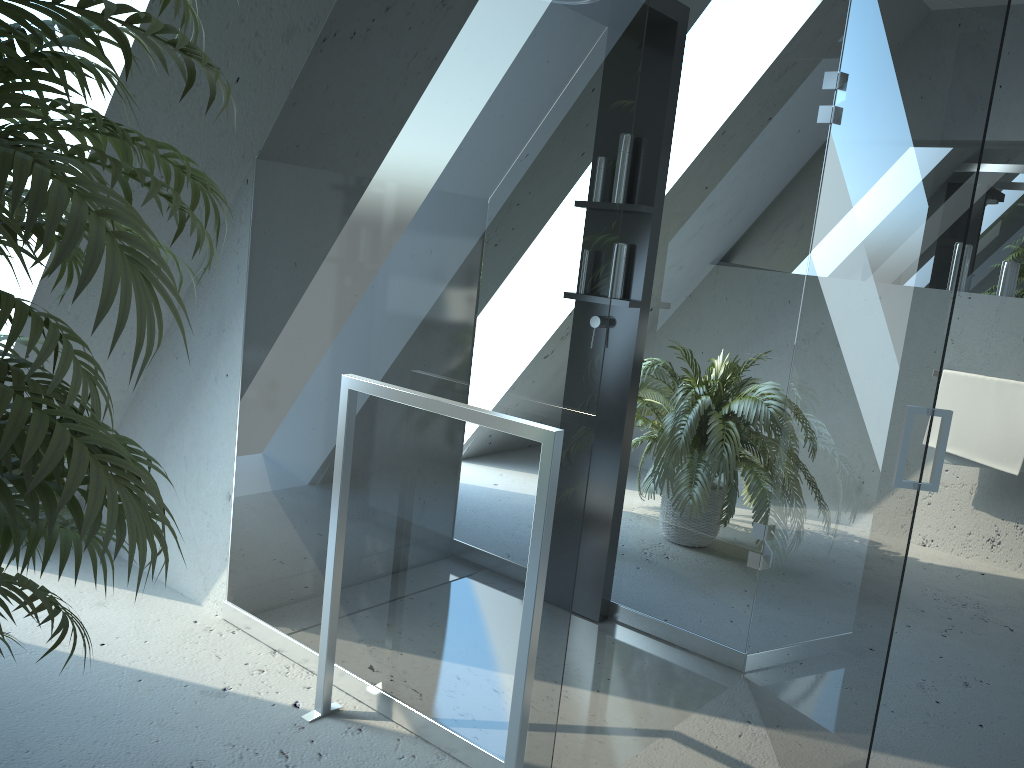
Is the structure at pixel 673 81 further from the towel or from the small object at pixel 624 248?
the towel

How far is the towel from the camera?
3.8m

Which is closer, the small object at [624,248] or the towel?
the small object at [624,248]

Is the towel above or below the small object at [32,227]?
below

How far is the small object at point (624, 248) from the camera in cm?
279

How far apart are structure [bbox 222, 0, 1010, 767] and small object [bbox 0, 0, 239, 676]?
0.67m

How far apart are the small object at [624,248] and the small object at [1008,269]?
2.3m

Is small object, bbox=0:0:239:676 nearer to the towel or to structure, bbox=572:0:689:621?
structure, bbox=572:0:689:621

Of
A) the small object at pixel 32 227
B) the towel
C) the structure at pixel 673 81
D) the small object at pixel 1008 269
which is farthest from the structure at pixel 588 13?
the small object at pixel 1008 269

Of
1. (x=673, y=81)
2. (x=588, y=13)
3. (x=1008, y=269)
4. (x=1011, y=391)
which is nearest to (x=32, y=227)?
(x=588, y=13)
